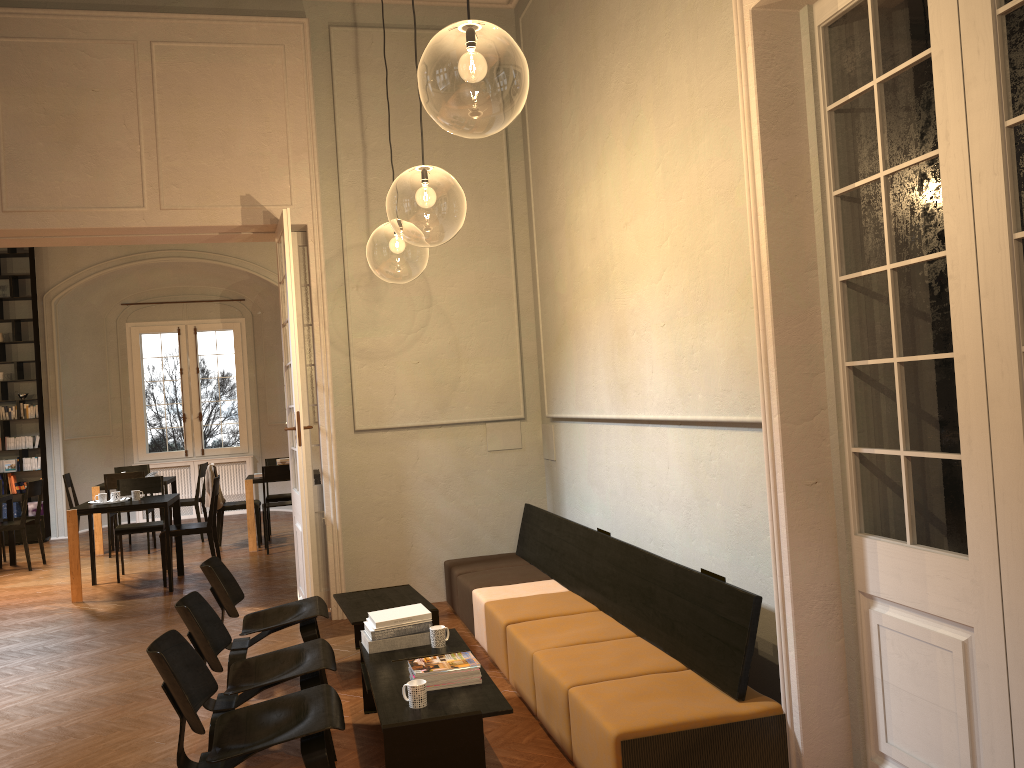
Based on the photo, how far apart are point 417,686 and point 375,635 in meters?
1.0 m

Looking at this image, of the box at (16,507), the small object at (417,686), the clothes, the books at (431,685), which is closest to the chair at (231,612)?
the books at (431,685)

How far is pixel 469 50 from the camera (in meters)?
6.89

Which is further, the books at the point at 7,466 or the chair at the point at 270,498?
the books at the point at 7,466

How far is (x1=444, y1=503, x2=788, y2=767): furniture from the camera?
3.5m

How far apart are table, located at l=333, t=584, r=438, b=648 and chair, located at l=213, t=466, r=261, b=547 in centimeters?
546cm

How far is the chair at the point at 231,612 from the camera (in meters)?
5.34

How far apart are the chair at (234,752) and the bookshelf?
10.9m

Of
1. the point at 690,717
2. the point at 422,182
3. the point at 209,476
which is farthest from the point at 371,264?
the point at 690,717

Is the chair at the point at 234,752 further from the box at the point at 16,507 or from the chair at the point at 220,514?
the box at the point at 16,507
